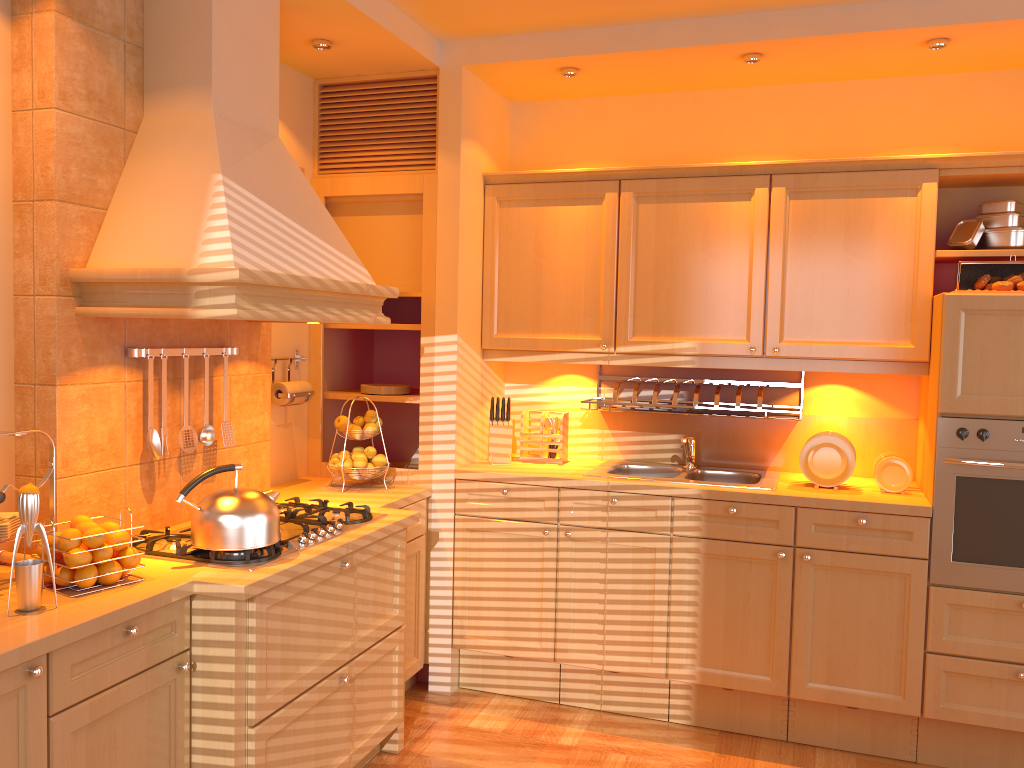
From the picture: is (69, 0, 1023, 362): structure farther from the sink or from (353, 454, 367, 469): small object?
the sink

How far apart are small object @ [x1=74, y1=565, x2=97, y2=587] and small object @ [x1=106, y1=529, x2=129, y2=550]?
0.1 meters

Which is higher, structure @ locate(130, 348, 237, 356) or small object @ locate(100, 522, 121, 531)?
structure @ locate(130, 348, 237, 356)

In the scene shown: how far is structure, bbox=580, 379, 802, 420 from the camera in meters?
3.6

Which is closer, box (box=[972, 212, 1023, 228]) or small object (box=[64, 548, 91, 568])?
small object (box=[64, 548, 91, 568])

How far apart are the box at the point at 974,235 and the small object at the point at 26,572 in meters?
3.2 m

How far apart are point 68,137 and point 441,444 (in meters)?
1.82

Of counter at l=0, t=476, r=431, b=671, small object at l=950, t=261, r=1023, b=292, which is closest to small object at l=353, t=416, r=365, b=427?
counter at l=0, t=476, r=431, b=671

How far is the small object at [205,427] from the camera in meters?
3.0

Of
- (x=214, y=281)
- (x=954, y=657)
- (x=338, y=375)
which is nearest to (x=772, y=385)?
(x=954, y=657)
